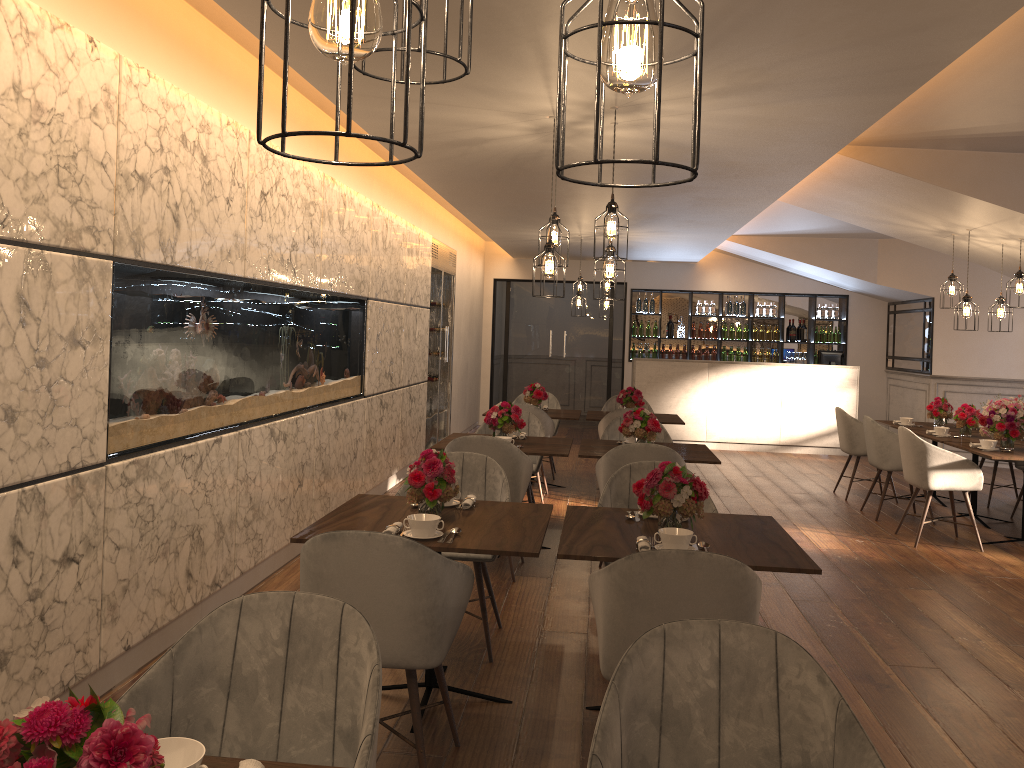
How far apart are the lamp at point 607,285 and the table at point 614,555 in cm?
637

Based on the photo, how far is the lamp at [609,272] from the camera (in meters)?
4.80

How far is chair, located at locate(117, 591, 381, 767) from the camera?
1.9 meters

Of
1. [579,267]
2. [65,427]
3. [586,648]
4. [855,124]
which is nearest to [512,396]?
[579,267]

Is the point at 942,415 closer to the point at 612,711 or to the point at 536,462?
the point at 536,462

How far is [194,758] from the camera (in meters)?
1.48

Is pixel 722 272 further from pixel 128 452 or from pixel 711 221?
pixel 128 452

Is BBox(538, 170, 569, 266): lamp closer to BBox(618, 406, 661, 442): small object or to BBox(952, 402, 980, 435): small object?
BBox(618, 406, 661, 442): small object

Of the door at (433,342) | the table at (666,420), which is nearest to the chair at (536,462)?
the table at (666,420)

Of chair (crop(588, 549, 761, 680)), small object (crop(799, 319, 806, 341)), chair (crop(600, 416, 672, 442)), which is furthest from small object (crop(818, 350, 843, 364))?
chair (crop(588, 549, 761, 680))
